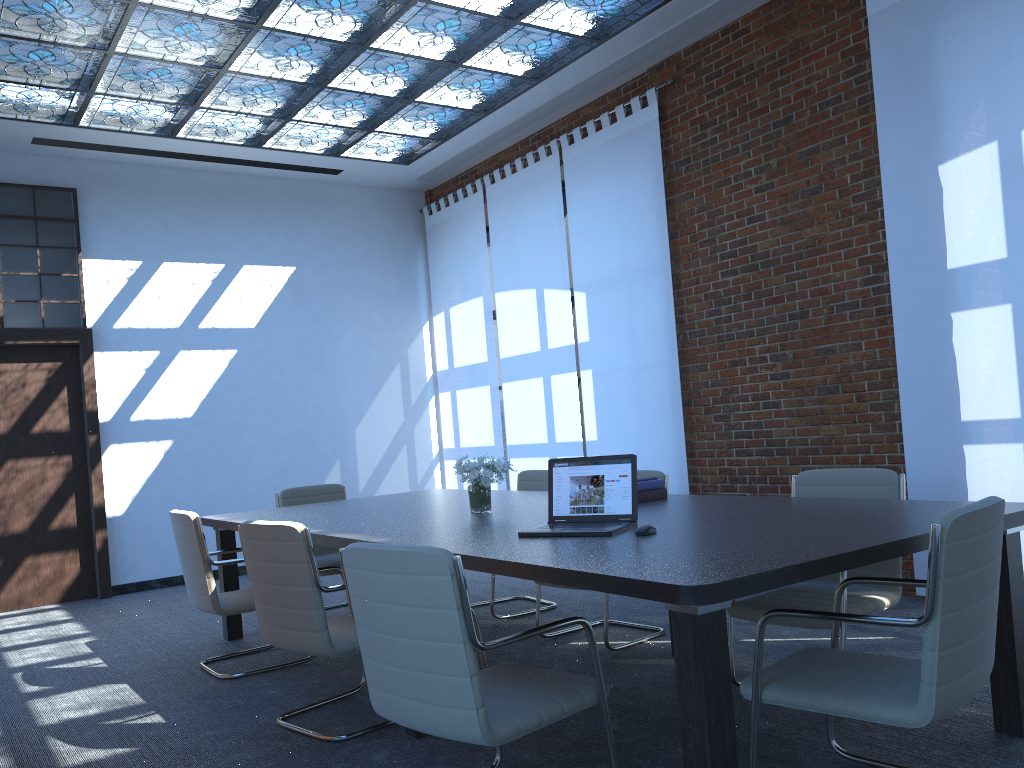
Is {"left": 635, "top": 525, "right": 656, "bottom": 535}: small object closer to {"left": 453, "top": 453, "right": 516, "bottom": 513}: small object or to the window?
{"left": 453, "top": 453, "right": 516, "bottom": 513}: small object

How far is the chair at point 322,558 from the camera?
6.3 meters

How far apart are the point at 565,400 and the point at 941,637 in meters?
5.8

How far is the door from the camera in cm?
768

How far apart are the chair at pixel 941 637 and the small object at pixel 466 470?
1.9 meters

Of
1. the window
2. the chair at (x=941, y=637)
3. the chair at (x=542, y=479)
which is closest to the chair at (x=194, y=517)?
the chair at (x=542, y=479)

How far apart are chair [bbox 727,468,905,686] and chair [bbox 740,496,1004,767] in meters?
0.5

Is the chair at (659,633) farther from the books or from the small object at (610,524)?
the small object at (610,524)

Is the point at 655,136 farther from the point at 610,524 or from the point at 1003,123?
→ the point at 610,524

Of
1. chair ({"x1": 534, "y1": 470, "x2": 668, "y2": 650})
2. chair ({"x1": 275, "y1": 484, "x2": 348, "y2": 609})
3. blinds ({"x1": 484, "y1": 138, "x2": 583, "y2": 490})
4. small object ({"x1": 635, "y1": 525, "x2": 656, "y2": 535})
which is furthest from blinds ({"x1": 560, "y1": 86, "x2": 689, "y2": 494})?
small object ({"x1": 635, "y1": 525, "x2": 656, "y2": 535})
